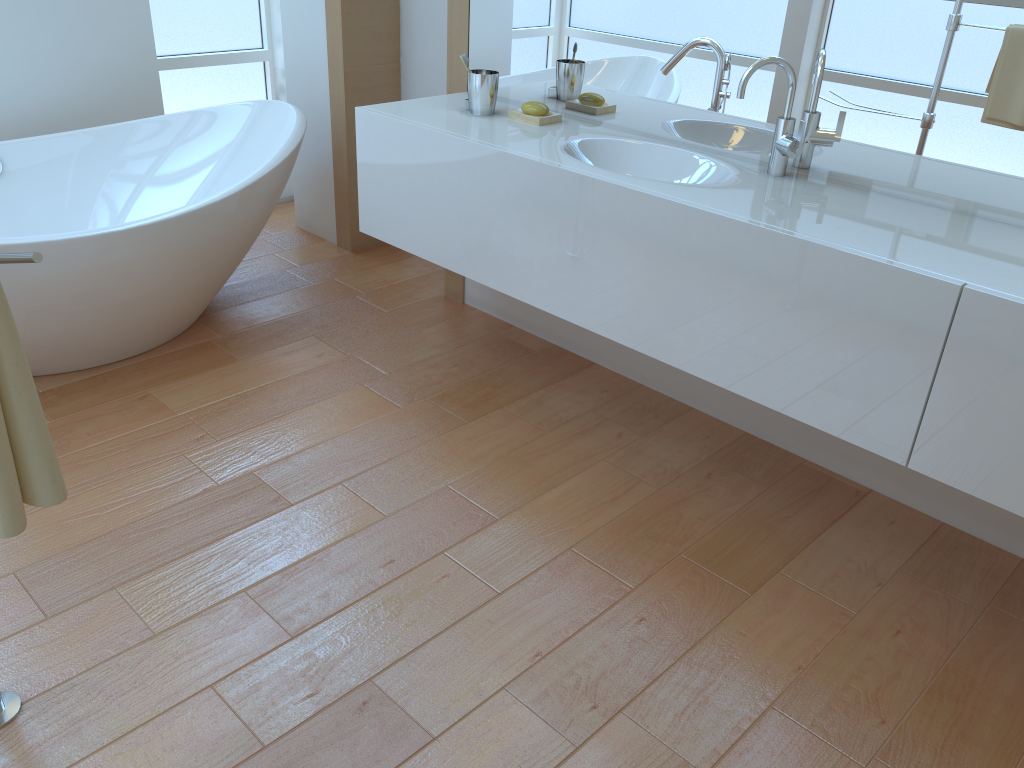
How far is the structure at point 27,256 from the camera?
0.8m

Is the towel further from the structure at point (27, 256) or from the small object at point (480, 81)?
the small object at point (480, 81)

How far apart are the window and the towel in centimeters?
310cm

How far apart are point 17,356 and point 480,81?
1.8m

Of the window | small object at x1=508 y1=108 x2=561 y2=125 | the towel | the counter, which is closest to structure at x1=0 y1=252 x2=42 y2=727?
the towel

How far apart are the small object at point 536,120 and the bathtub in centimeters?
81cm

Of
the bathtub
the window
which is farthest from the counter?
the window

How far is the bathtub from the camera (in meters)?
2.38

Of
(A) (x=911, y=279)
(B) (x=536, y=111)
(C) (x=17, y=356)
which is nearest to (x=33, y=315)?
(B) (x=536, y=111)

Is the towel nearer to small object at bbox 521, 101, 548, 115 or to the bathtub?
the bathtub
